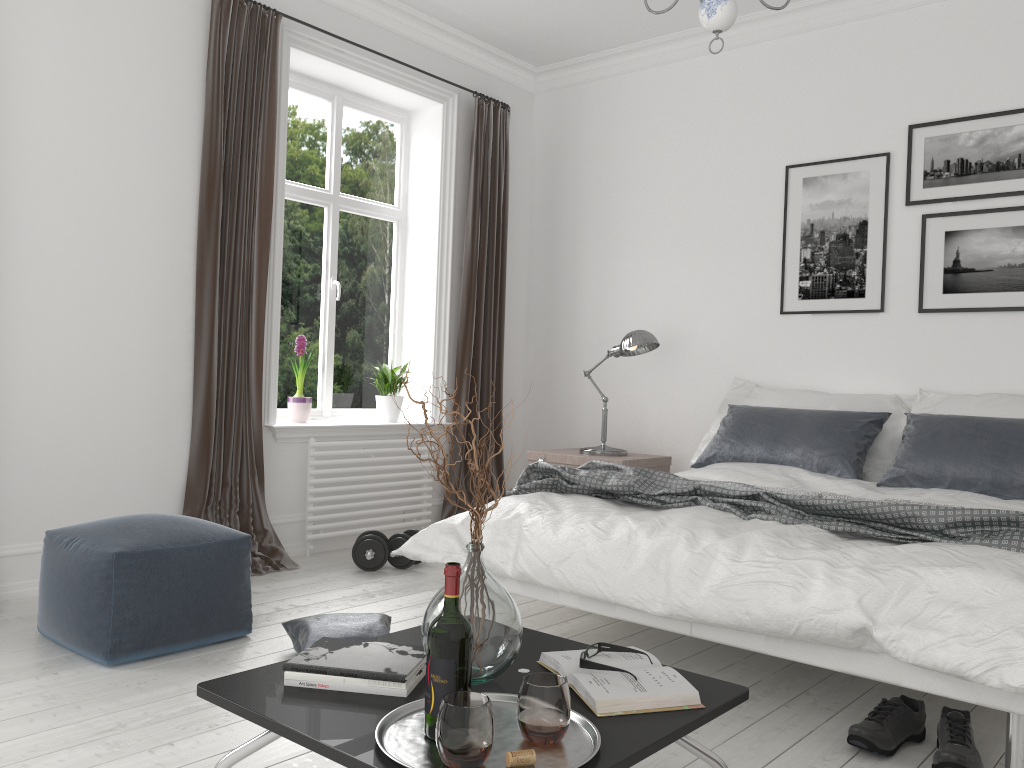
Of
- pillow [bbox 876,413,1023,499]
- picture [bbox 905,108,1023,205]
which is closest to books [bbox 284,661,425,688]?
pillow [bbox 876,413,1023,499]

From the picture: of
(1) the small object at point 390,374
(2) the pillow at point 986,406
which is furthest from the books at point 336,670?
(1) the small object at point 390,374

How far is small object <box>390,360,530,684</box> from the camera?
1.77m

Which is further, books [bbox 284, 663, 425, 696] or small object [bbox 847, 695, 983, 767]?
small object [bbox 847, 695, 983, 767]

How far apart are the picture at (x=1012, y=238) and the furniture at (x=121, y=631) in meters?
3.3 m

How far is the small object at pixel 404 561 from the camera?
4.34m

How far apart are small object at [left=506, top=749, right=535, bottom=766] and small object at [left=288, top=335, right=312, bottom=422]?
3.52m

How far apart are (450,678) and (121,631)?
1.70m

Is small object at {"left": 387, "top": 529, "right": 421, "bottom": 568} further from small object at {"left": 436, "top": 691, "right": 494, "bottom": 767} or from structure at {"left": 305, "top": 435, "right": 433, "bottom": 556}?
small object at {"left": 436, "top": 691, "right": 494, "bottom": 767}

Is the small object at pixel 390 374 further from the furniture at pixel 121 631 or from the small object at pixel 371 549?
the furniture at pixel 121 631
